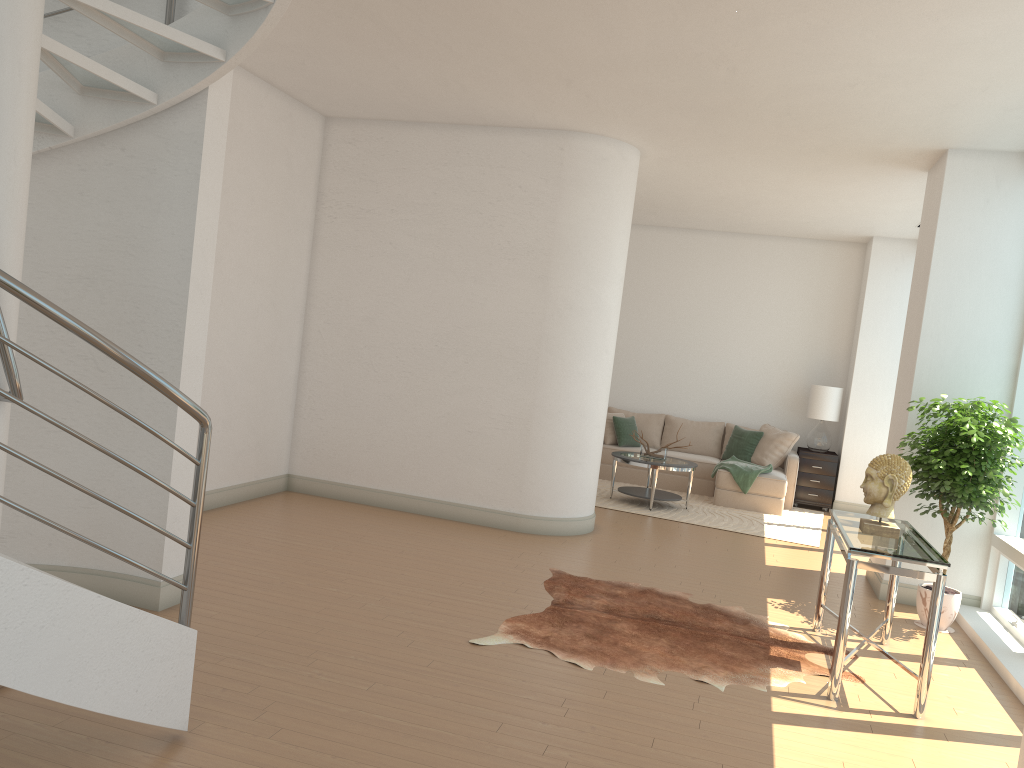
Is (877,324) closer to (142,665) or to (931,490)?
(931,490)

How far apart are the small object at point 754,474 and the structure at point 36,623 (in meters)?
7.50

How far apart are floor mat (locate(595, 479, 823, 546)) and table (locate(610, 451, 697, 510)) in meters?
0.1 m

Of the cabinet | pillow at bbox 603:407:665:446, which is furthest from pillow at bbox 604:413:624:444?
the cabinet

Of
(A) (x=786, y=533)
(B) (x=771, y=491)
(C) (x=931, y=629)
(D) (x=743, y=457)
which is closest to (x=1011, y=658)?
(C) (x=931, y=629)

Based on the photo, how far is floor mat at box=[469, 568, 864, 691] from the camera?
4.66m

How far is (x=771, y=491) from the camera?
10.08m

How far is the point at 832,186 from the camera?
8.3 meters

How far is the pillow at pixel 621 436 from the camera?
11.30m

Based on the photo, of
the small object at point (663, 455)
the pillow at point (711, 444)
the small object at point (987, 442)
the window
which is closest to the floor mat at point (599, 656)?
the window
